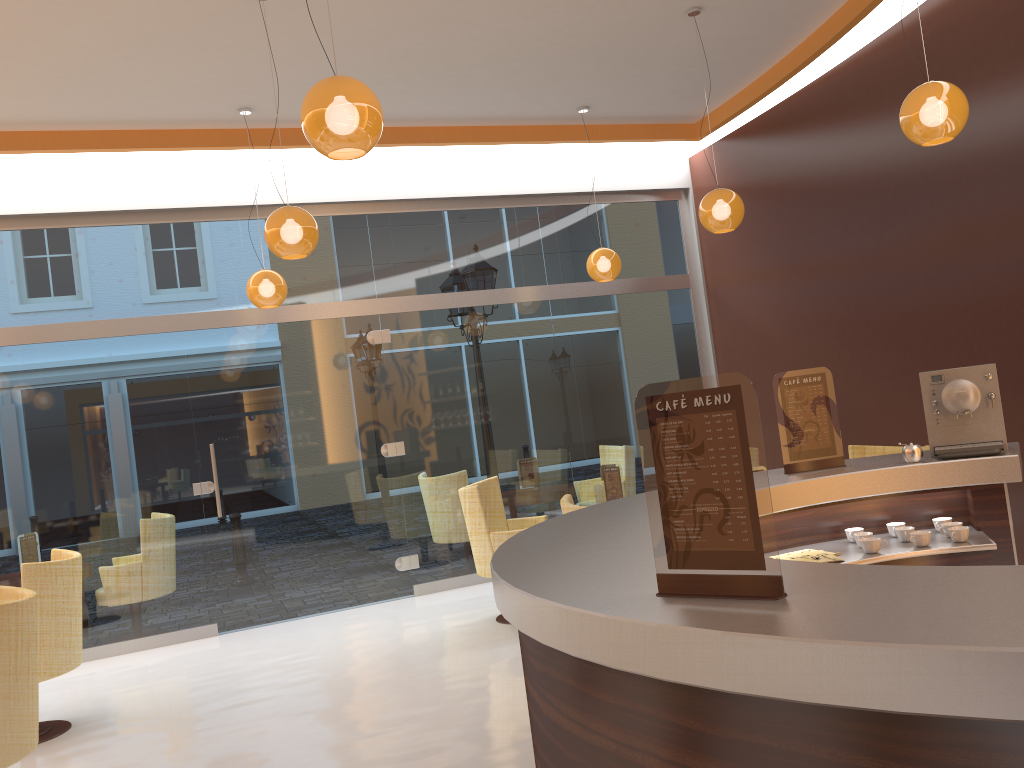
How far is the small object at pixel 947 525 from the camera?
3.29m

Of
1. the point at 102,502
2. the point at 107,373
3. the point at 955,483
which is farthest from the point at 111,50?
the point at 955,483

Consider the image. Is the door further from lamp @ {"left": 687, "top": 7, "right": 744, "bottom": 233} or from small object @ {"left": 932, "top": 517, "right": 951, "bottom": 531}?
small object @ {"left": 932, "top": 517, "right": 951, "bottom": 531}

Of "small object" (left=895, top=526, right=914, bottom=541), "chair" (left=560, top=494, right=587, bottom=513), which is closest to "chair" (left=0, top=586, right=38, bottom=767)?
"chair" (left=560, top=494, right=587, bottom=513)

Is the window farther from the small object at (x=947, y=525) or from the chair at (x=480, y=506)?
the small object at (x=947, y=525)

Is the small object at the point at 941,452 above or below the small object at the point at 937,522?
above

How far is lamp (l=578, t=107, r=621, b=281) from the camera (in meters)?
7.43

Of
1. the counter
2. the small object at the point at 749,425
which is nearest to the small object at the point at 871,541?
the counter

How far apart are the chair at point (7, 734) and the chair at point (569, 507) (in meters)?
2.43

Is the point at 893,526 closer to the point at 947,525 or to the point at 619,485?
the point at 947,525
